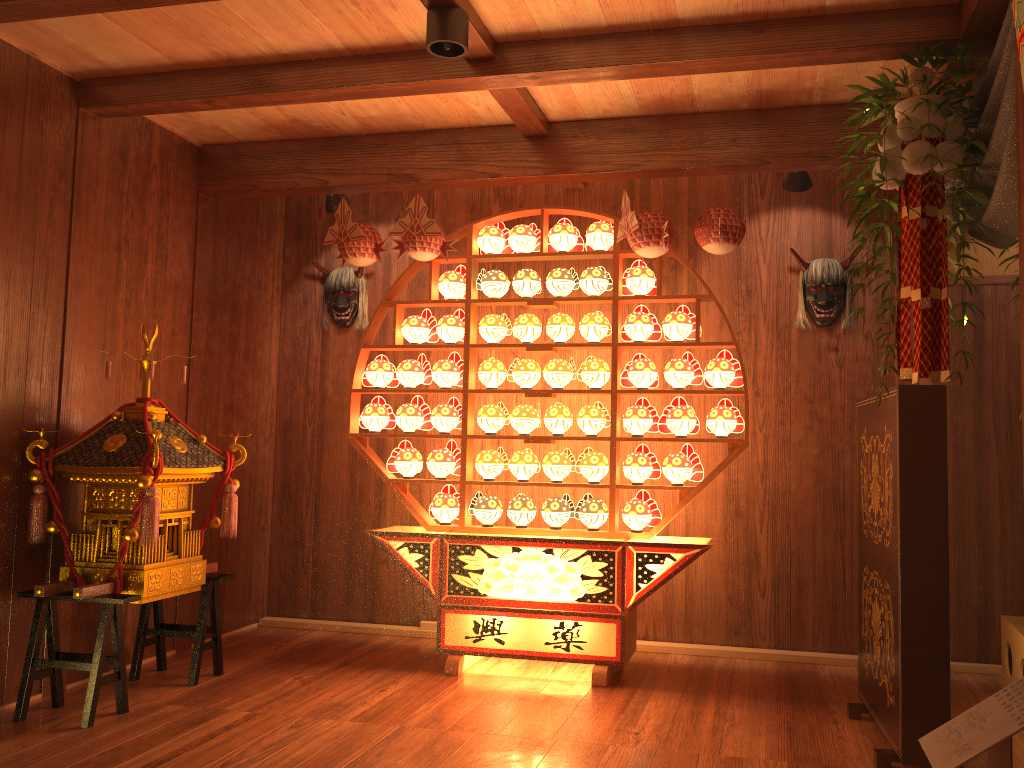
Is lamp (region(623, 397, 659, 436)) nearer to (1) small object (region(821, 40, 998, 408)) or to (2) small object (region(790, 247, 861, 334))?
(2) small object (region(790, 247, 861, 334))

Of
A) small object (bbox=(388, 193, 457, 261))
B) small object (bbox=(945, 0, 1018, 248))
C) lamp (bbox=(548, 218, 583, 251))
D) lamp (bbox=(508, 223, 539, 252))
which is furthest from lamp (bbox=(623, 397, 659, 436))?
small object (bbox=(945, 0, 1018, 248))

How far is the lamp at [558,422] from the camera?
4.15m

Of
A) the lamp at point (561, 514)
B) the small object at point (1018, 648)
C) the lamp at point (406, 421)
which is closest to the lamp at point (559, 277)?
the lamp at point (406, 421)

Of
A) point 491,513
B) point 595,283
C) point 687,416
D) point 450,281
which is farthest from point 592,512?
point 450,281

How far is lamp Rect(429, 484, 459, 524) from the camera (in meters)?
4.28

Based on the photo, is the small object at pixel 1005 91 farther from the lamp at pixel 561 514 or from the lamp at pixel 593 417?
the lamp at pixel 561 514

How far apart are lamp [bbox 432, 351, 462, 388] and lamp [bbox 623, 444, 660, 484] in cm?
94

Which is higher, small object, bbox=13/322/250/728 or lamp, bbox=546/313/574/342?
lamp, bbox=546/313/574/342

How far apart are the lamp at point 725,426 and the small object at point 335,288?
2.14m
